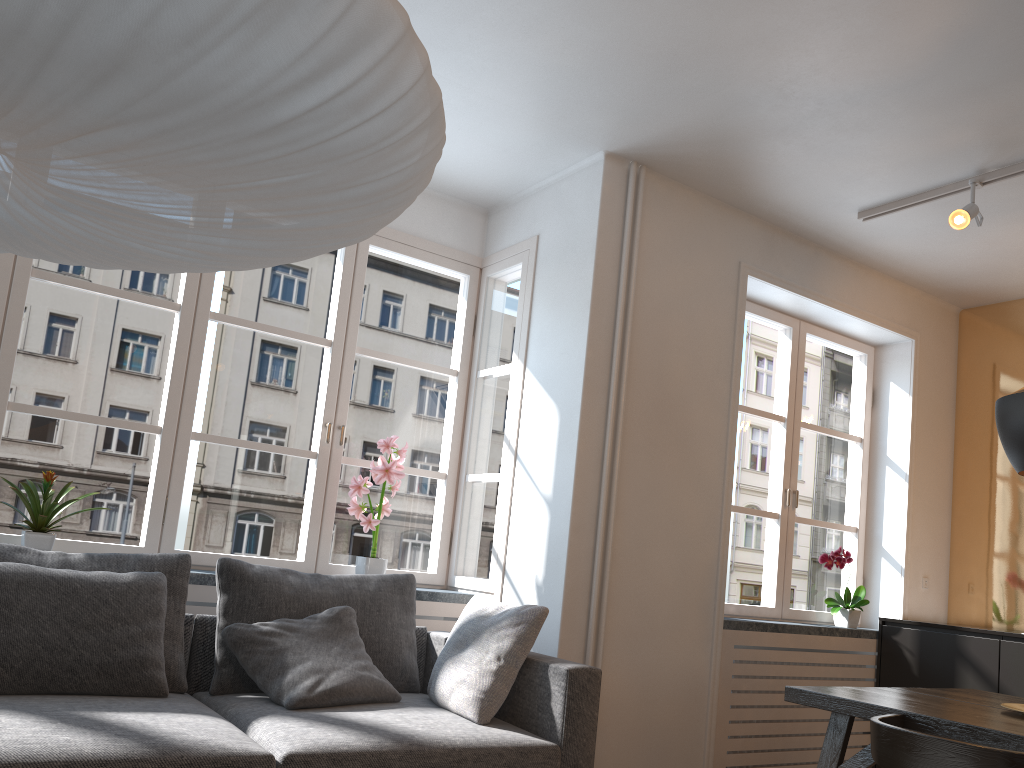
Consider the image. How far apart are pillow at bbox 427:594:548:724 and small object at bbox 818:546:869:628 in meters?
2.2 m

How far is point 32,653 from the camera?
2.57m

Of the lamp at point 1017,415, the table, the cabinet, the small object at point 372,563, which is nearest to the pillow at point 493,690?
the small object at point 372,563

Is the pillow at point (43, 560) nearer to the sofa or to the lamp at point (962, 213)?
the sofa

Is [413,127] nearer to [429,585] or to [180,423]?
[180,423]

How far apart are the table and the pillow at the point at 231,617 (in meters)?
1.42

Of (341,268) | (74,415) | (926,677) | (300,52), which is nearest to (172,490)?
(74,415)

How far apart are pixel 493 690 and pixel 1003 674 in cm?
269

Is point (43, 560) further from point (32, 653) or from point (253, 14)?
point (253, 14)

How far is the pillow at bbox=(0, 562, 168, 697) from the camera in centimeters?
257cm
